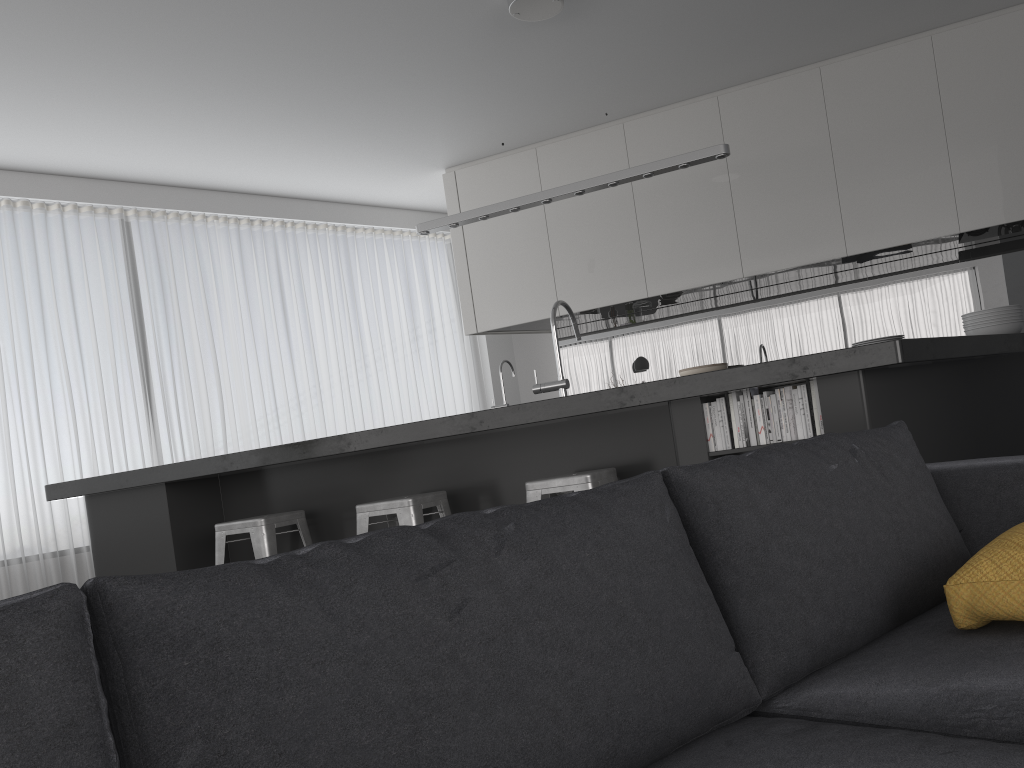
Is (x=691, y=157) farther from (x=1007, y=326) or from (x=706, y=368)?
(x=706, y=368)

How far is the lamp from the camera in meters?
4.0 m

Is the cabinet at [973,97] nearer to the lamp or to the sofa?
the lamp

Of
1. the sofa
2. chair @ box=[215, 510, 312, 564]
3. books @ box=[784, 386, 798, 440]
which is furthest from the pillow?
chair @ box=[215, 510, 312, 564]

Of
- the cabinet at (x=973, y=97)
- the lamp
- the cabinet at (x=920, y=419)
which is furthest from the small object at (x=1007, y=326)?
the cabinet at (x=973, y=97)

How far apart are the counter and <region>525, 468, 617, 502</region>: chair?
0.2m

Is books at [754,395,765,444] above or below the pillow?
above

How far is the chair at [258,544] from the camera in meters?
3.9

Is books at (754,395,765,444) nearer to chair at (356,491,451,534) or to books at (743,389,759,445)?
books at (743,389,759,445)

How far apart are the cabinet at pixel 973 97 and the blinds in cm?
101
